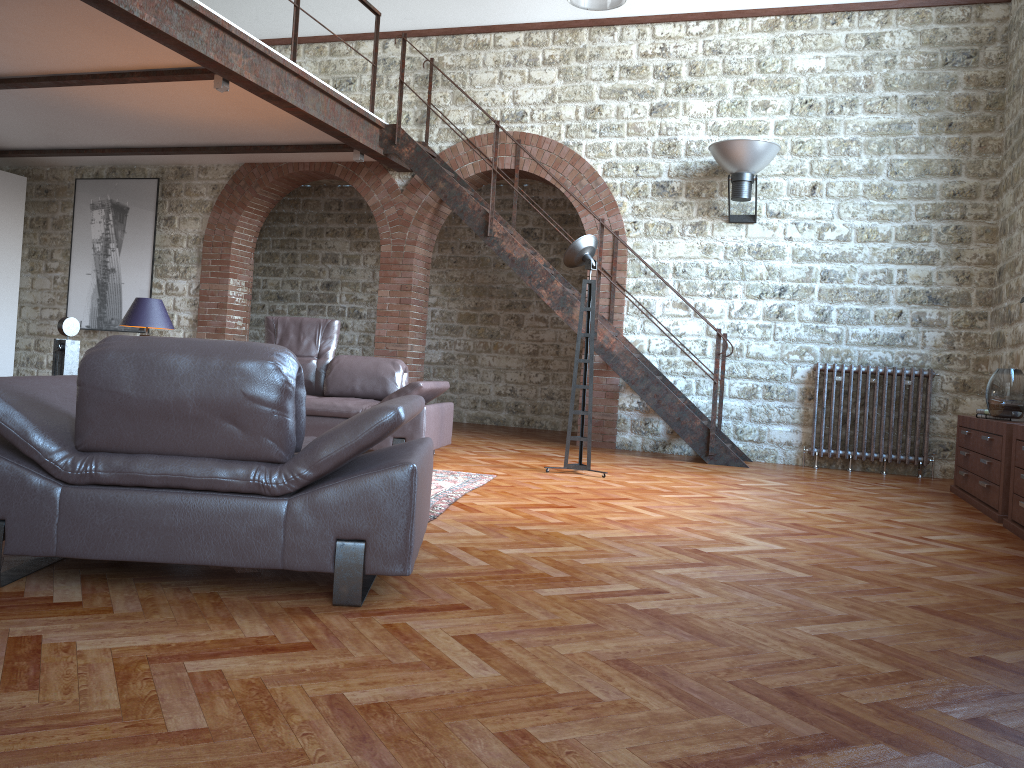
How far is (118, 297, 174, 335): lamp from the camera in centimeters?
686cm

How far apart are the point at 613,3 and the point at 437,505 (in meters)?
5.45

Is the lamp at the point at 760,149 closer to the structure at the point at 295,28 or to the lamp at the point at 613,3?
the lamp at the point at 613,3

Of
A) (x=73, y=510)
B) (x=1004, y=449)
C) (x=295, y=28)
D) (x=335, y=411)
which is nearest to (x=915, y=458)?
(x=1004, y=449)

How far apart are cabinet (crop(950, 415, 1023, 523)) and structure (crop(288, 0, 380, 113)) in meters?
6.0 m

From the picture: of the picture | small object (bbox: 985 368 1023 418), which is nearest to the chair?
small object (bbox: 985 368 1023 418)

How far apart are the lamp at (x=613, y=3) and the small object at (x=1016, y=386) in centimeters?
452cm

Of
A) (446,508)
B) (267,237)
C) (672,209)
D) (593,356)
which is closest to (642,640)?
(446,508)

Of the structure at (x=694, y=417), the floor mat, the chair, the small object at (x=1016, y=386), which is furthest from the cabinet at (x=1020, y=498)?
the chair

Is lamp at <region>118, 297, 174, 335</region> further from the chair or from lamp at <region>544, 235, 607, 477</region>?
the chair
